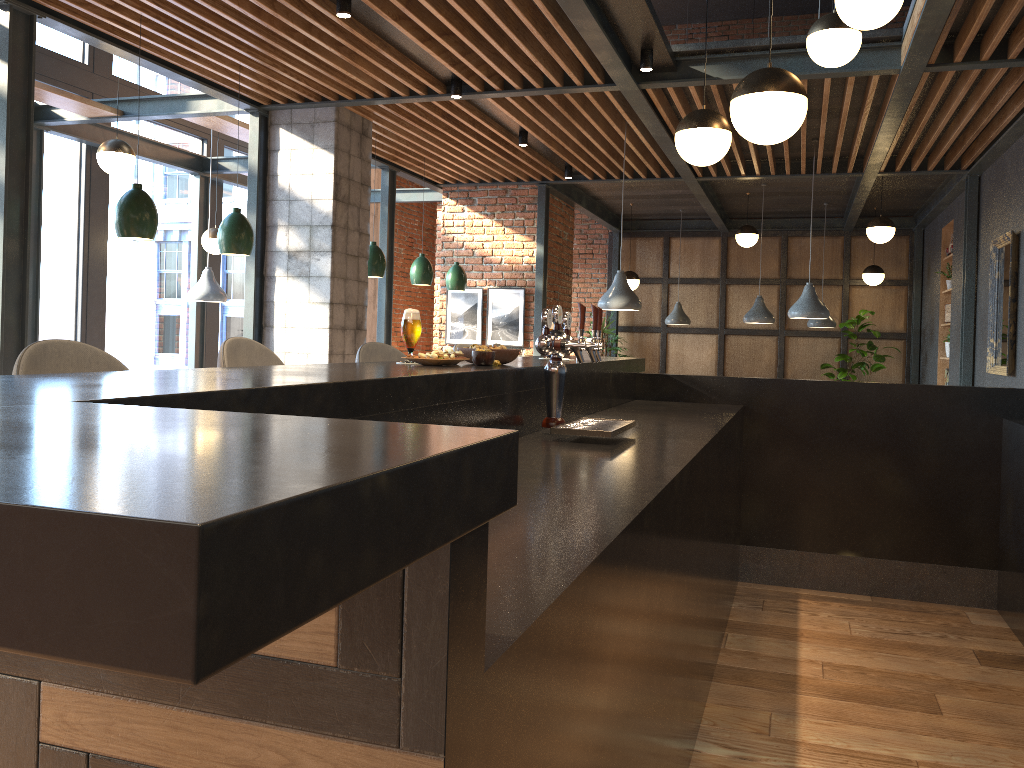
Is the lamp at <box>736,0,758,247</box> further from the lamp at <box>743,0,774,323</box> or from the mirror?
the mirror

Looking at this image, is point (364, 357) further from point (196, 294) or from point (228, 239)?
point (196, 294)

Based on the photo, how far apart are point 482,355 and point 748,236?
8.3m

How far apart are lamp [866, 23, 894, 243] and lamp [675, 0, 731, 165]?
5.3 meters

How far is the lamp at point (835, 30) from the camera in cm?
435

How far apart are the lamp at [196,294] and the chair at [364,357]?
4.95m

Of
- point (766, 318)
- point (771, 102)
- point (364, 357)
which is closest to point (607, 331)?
point (766, 318)

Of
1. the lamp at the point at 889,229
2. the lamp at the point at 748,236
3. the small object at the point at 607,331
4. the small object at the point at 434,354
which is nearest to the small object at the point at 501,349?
the small object at the point at 434,354

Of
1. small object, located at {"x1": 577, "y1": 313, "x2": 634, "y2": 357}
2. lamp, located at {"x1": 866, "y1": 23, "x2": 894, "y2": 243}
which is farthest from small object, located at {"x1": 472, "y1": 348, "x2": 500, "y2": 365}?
small object, located at {"x1": 577, "y1": 313, "x2": 634, "y2": 357}

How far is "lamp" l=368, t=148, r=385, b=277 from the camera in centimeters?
732cm
